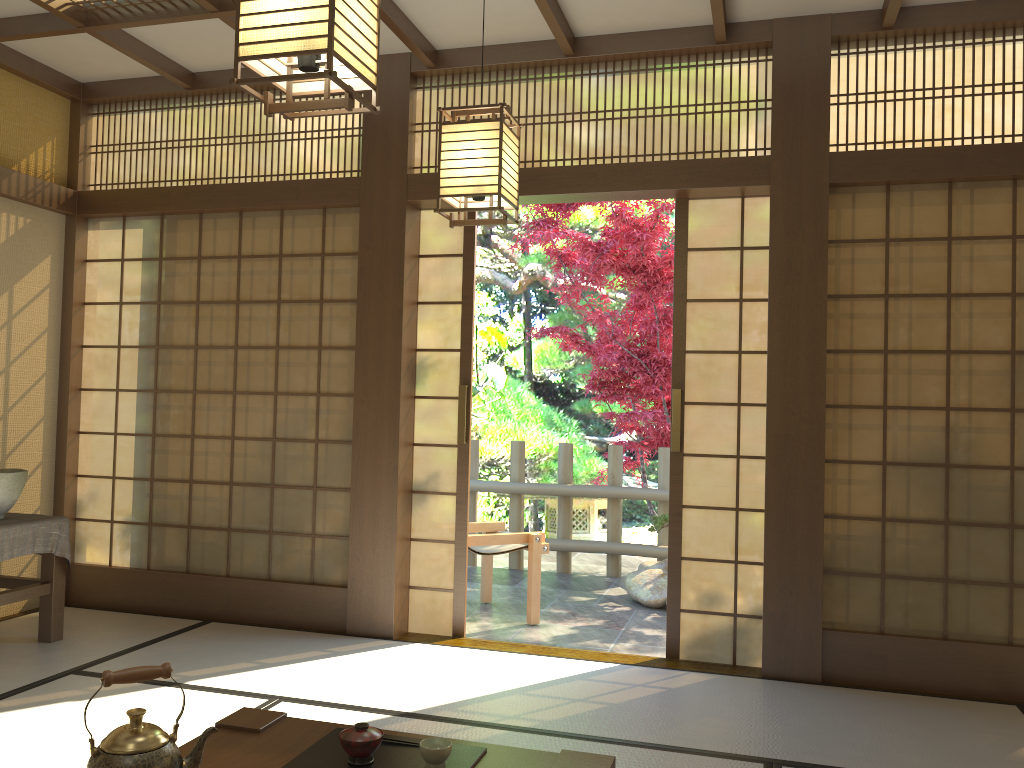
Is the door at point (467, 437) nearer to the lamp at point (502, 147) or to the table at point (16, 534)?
the lamp at point (502, 147)

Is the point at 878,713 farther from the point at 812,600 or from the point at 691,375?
the point at 691,375

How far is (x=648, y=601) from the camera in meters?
5.8

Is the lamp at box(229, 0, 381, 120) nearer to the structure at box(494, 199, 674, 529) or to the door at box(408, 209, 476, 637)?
the door at box(408, 209, 476, 637)

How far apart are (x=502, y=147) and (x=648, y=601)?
3.77m

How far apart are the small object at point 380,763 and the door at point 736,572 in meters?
2.3

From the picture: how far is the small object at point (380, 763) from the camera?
2.02m

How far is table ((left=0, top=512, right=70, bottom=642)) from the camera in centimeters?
399cm

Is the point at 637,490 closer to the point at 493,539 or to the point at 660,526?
the point at 660,526

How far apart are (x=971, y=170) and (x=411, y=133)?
2.64m
